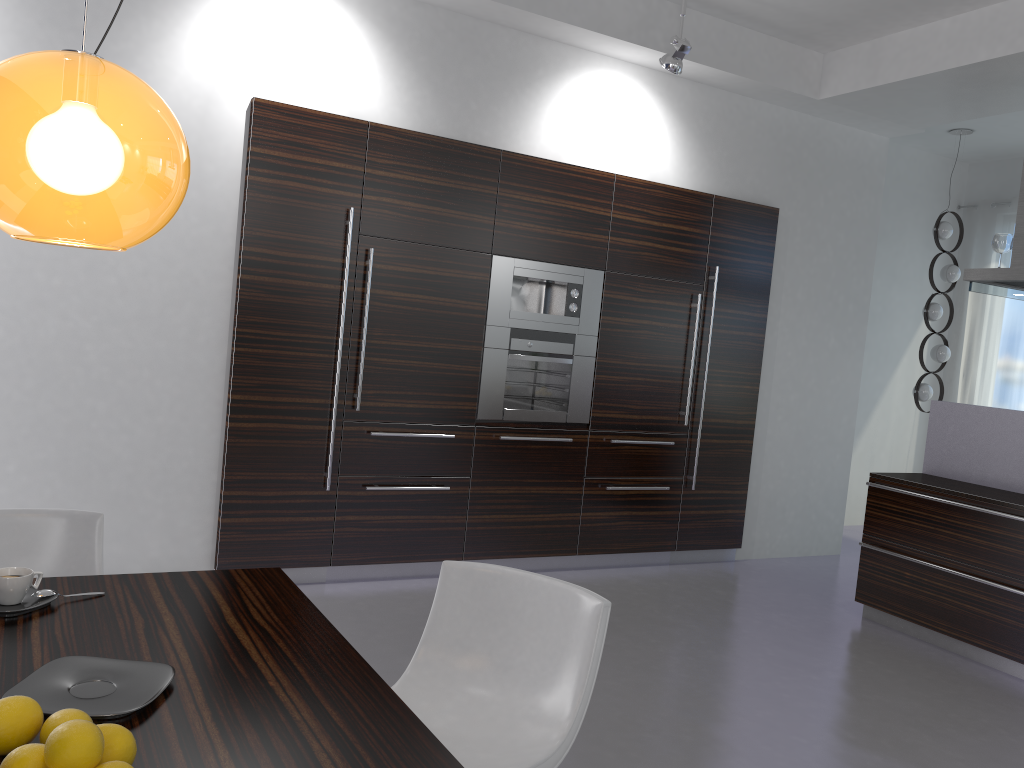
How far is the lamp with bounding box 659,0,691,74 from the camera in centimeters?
490cm

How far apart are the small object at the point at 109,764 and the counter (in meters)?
4.42

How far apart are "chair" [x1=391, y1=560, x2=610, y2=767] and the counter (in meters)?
3.10

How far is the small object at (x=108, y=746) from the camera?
1.2m

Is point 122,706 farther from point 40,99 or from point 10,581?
point 40,99

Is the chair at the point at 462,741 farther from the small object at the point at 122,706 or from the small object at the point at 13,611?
the small object at the point at 13,611

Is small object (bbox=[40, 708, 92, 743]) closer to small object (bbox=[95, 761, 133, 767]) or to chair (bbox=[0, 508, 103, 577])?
small object (bbox=[95, 761, 133, 767])

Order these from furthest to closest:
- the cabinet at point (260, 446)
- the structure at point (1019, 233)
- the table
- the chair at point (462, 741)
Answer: the structure at point (1019, 233) → the cabinet at point (260, 446) → the chair at point (462, 741) → the table

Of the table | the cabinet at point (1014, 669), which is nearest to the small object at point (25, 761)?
the table

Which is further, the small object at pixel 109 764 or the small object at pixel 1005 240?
the small object at pixel 1005 240
